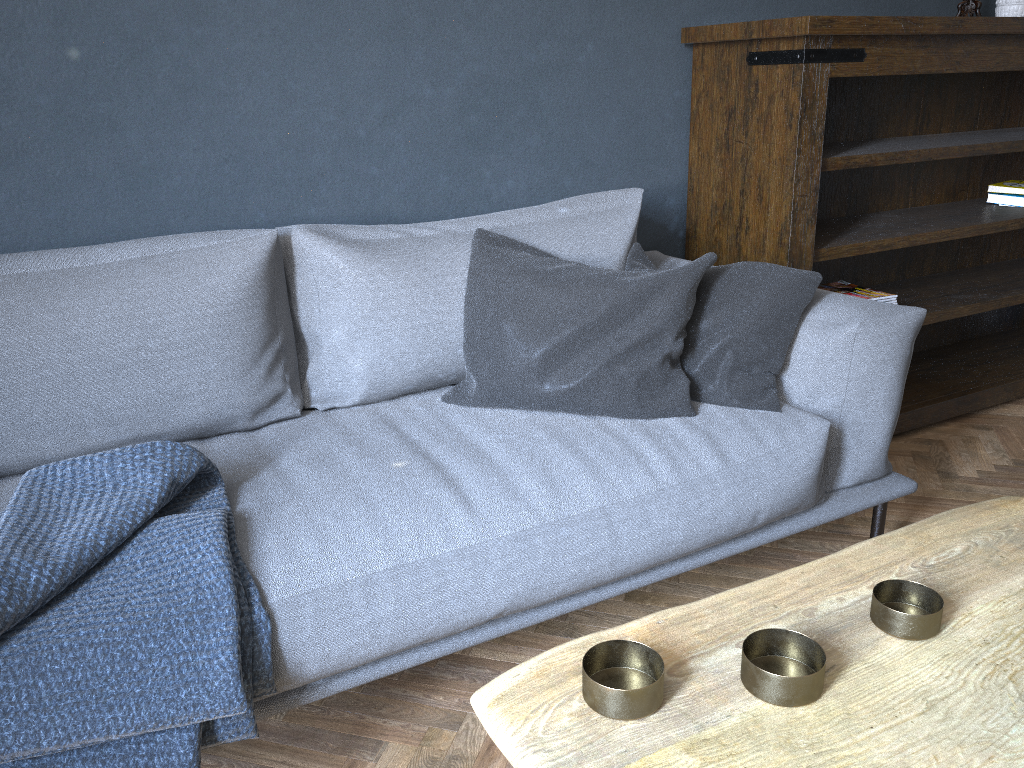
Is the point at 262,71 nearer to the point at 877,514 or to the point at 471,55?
the point at 471,55

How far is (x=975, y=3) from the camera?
2.68m

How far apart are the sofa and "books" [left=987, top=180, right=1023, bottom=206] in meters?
1.4

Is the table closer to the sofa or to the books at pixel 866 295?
the sofa

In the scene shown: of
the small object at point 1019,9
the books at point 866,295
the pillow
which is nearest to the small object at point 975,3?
the small object at point 1019,9

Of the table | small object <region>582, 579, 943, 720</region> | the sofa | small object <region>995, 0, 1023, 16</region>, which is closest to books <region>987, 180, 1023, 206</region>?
small object <region>995, 0, 1023, 16</region>

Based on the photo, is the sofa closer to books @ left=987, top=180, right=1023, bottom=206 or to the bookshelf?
the bookshelf

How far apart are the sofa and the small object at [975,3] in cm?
131

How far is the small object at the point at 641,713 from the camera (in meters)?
0.74

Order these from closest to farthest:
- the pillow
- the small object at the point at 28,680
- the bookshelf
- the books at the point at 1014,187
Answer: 1. the small object at the point at 28,680
2. the pillow
3. the bookshelf
4. the books at the point at 1014,187
